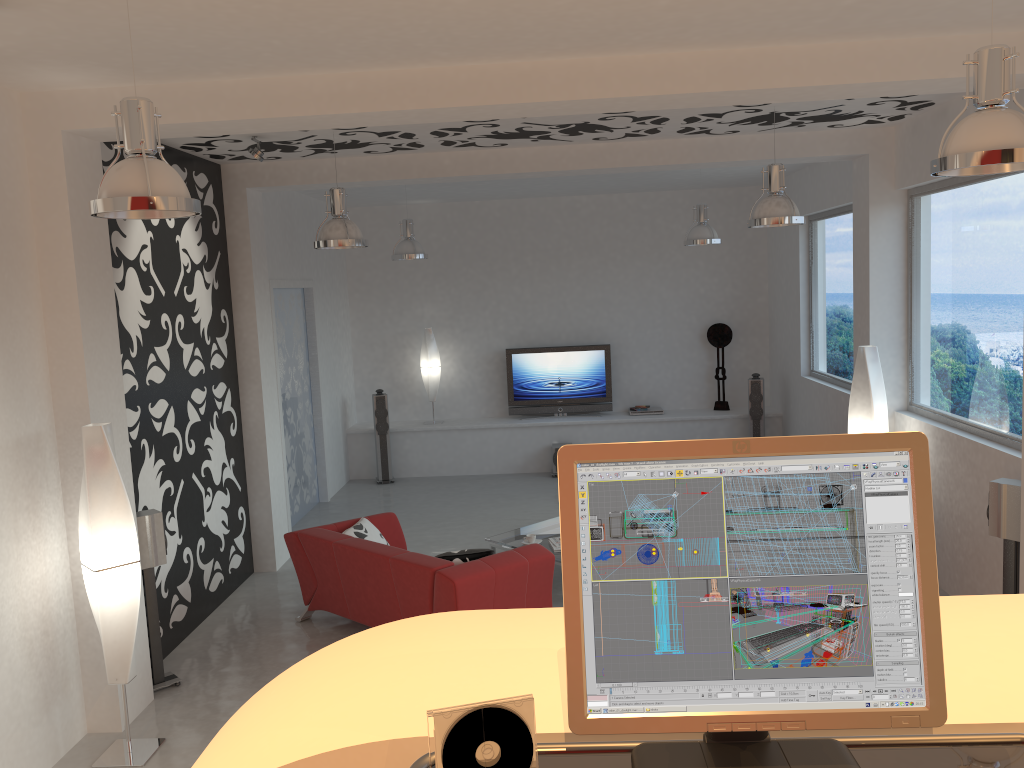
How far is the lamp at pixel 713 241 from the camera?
8.9m

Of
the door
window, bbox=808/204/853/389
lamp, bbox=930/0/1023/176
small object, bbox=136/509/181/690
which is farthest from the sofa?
window, bbox=808/204/853/389

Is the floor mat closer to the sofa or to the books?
the books

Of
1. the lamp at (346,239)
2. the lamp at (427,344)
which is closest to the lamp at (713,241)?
the lamp at (427,344)

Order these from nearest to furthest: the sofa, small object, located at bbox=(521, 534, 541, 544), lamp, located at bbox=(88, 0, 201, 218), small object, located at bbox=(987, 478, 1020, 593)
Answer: lamp, located at bbox=(88, 0, 201, 218)
small object, located at bbox=(987, 478, 1020, 593)
the sofa
small object, located at bbox=(521, 534, 541, 544)

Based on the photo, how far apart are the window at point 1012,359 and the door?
5.7 meters

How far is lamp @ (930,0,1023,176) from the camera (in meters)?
2.93

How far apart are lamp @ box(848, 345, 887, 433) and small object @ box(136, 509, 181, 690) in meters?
5.1

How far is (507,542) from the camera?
7.3 meters

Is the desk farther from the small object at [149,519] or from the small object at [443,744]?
the small object at [149,519]
